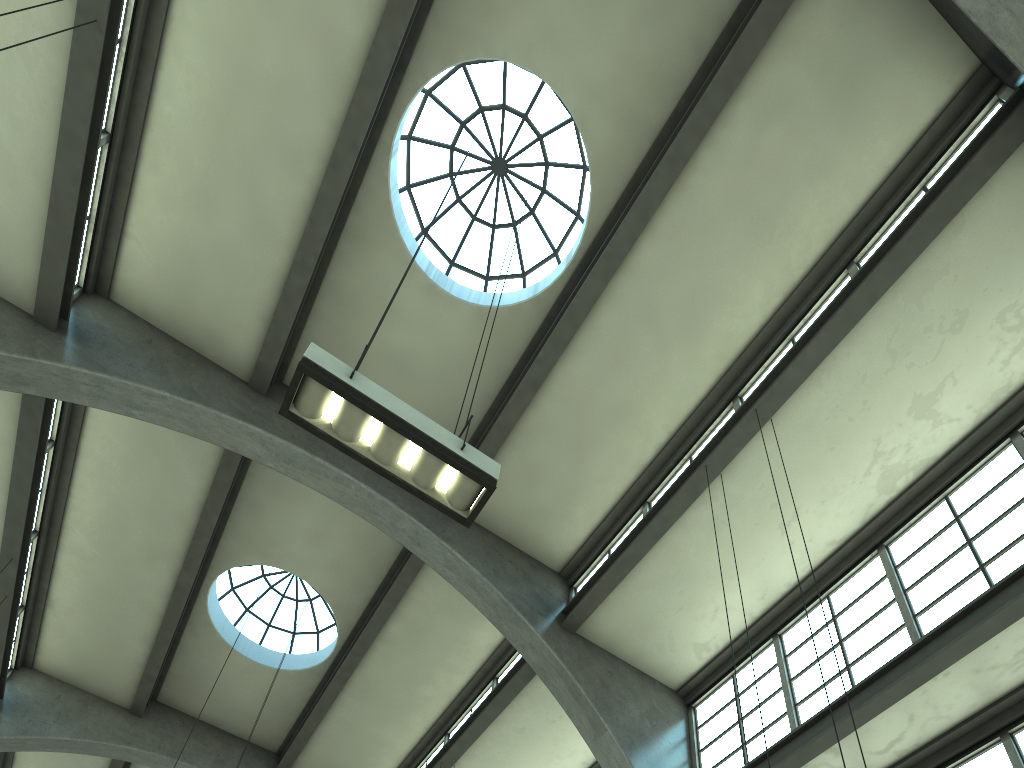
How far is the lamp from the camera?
5.8m

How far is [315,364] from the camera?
5.84m

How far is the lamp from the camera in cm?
584
